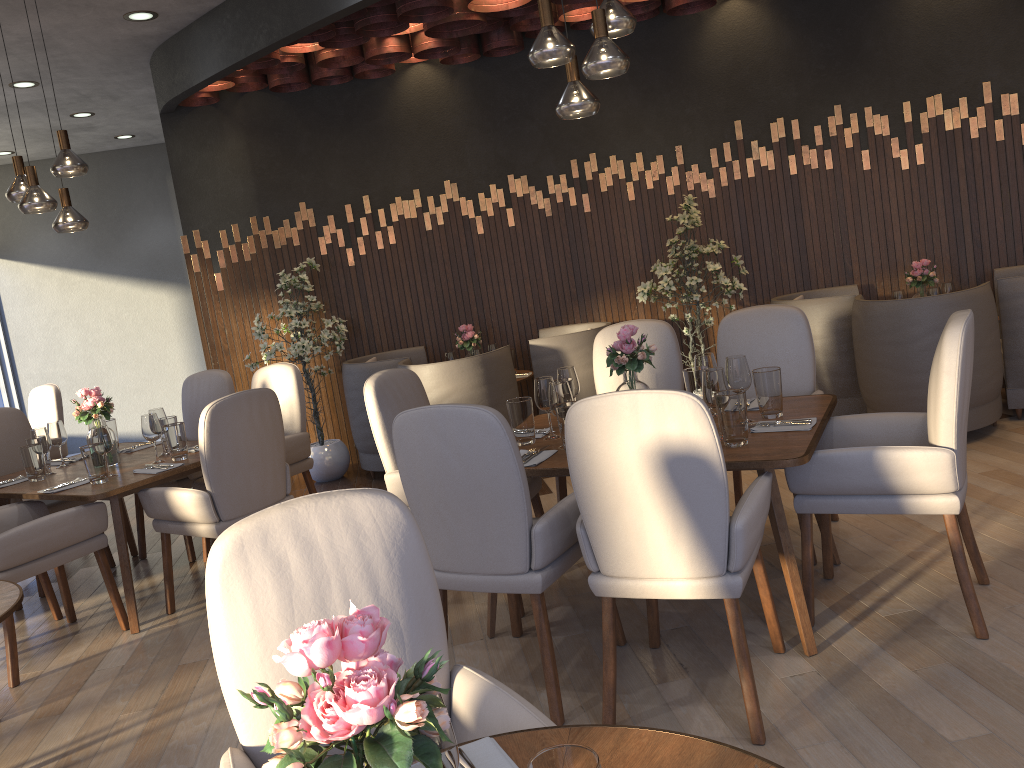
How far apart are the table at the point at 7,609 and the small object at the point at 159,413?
1.9m

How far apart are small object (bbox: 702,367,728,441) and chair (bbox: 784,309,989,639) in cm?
33

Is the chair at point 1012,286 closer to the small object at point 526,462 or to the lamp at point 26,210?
the small object at point 526,462

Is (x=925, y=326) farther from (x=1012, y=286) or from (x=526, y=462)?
(x=526, y=462)

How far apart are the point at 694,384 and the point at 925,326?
2.0m

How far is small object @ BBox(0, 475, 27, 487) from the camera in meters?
A: 4.4

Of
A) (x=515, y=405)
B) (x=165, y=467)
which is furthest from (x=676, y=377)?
(x=165, y=467)

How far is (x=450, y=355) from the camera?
6.15m

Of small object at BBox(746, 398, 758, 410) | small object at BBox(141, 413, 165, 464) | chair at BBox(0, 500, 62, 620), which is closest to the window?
chair at BBox(0, 500, 62, 620)

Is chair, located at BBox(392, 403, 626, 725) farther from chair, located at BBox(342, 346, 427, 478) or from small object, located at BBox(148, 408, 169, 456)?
chair, located at BBox(342, 346, 427, 478)
